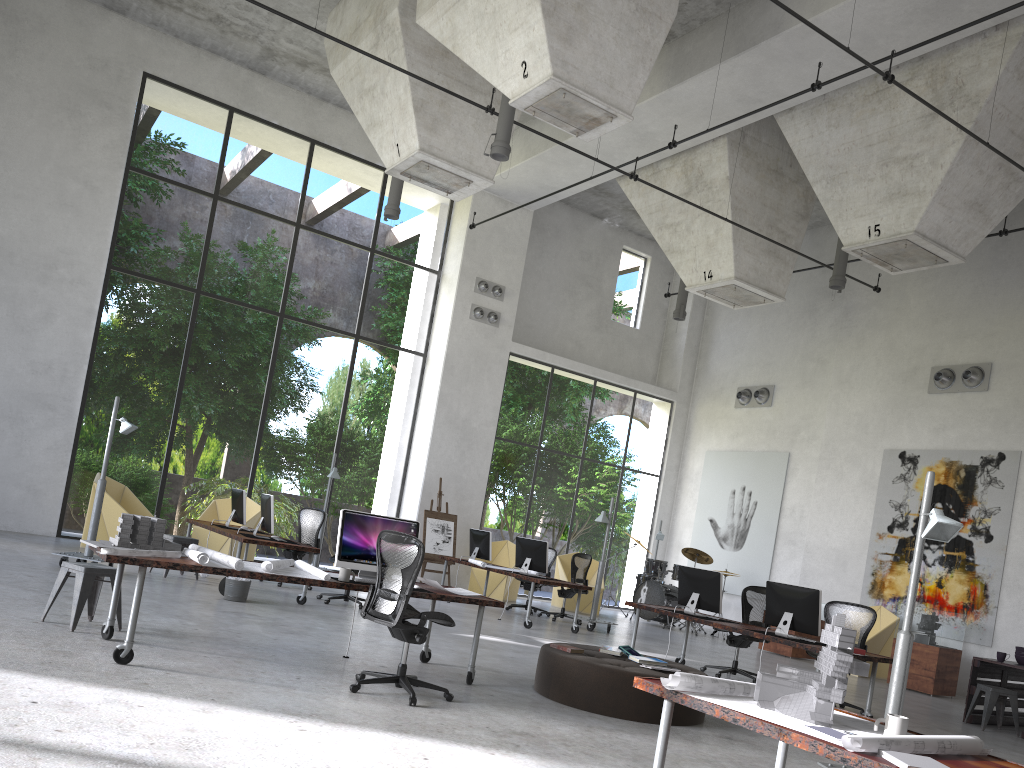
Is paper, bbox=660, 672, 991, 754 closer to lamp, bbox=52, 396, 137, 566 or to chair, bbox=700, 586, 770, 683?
chair, bbox=700, 586, 770, 683

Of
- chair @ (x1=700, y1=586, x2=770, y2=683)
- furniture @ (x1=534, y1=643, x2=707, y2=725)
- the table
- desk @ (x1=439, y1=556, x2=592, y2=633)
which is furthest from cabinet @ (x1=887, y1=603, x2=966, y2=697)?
furniture @ (x1=534, y1=643, x2=707, y2=725)

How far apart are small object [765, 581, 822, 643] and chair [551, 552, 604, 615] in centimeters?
780cm

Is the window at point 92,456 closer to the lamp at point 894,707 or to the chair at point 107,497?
the chair at point 107,497

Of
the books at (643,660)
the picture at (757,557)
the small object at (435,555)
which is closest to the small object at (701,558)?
the picture at (757,557)

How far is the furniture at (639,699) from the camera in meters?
6.7 m

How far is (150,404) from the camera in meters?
26.9 m

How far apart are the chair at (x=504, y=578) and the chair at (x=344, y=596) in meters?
5.3

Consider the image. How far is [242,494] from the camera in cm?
1197

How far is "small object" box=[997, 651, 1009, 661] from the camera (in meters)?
10.04
